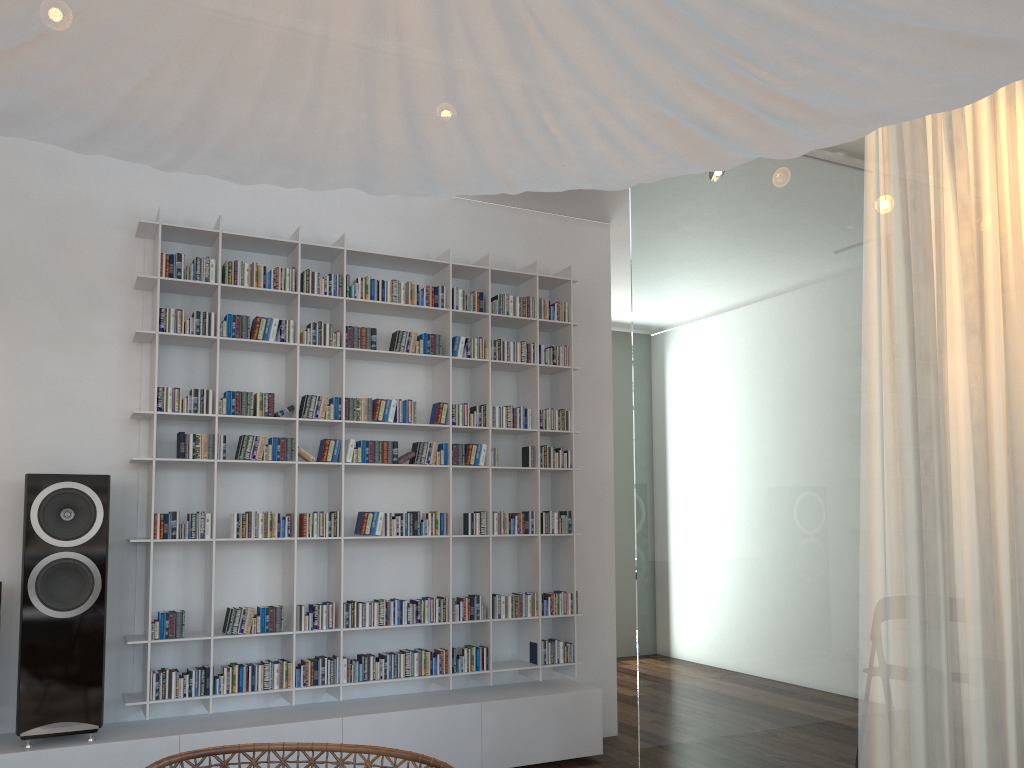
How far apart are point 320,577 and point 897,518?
3.0m

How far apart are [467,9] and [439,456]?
3.6m

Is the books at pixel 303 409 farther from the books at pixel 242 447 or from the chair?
the chair

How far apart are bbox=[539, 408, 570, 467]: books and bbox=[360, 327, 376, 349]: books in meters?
0.9

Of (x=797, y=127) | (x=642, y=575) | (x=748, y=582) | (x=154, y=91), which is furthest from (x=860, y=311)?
(x=154, y=91)

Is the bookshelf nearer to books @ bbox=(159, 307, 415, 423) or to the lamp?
books @ bbox=(159, 307, 415, 423)

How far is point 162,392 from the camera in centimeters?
362cm

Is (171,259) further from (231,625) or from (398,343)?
(231,625)

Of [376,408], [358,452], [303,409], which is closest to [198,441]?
[303,409]

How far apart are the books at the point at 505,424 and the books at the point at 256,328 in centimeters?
113cm
